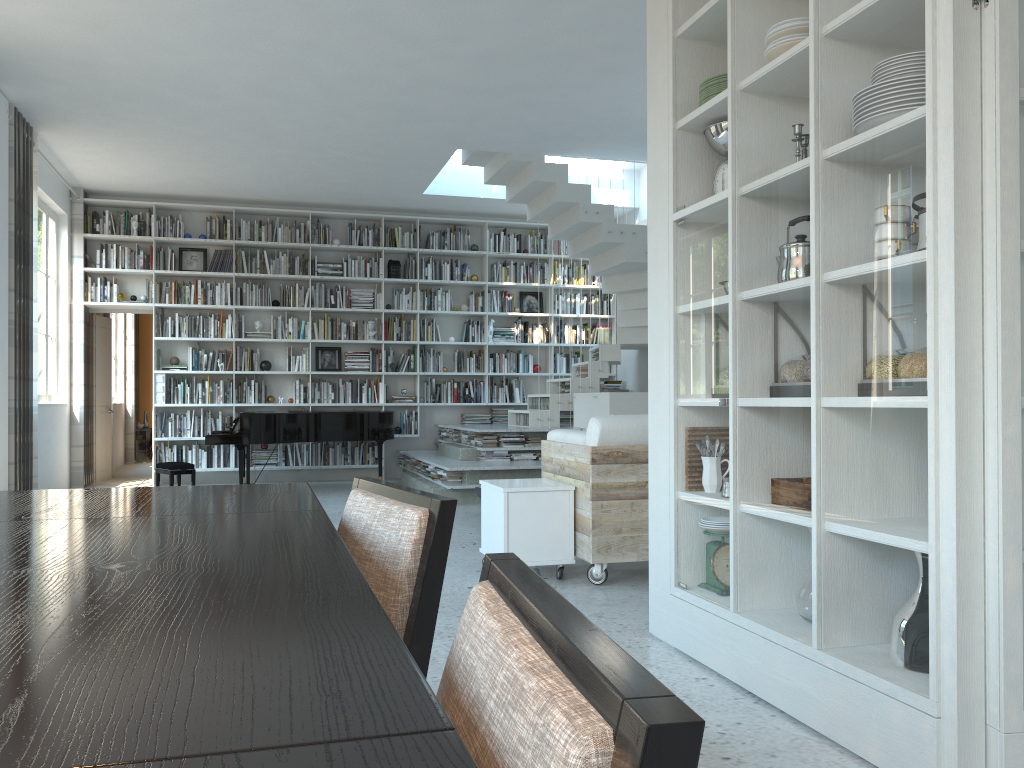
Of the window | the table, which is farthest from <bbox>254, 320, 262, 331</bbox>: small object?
the table

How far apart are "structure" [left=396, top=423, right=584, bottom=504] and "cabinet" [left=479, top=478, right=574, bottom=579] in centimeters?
293cm

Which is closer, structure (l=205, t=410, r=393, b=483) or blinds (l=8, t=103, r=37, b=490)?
blinds (l=8, t=103, r=37, b=490)

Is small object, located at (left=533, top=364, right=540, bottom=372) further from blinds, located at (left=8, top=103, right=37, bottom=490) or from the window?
blinds, located at (left=8, top=103, right=37, bottom=490)

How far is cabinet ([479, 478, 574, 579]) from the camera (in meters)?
4.43

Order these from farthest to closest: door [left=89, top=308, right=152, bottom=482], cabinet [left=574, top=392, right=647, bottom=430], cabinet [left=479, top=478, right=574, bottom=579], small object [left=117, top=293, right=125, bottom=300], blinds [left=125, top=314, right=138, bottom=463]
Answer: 1. blinds [left=125, top=314, right=138, bottom=463]
2. door [left=89, top=308, right=152, bottom=482]
3. small object [left=117, top=293, right=125, bottom=300]
4. cabinet [left=574, top=392, right=647, bottom=430]
5. cabinet [left=479, top=478, right=574, bottom=579]

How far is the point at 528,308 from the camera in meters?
11.2

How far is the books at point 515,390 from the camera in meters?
10.9

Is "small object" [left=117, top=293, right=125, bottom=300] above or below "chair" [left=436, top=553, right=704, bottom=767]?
above

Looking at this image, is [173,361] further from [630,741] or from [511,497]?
[630,741]
